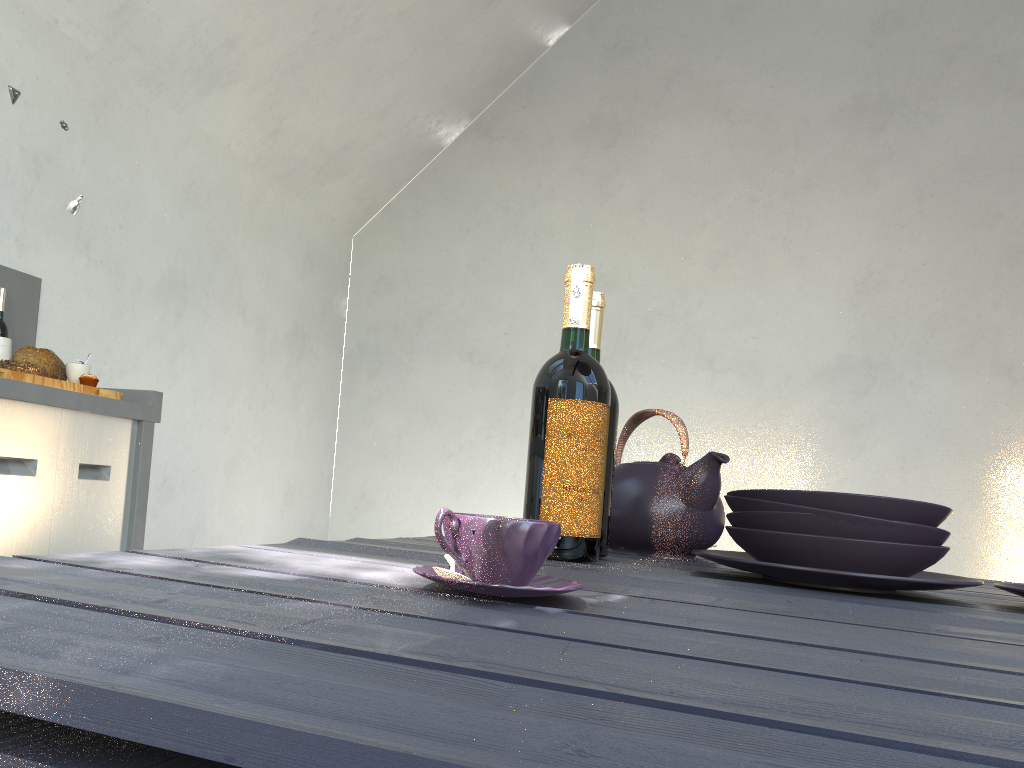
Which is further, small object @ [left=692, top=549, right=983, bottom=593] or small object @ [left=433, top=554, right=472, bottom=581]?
small object @ [left=692, top=549, right=983, bottom=593]

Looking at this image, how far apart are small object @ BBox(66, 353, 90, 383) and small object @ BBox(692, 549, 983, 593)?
2.1 meters

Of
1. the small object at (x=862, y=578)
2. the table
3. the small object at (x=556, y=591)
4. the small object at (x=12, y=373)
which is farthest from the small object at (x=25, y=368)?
the small object at (x=556, y=591)

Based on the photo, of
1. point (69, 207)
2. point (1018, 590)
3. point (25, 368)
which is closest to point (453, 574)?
point (1018, 590)

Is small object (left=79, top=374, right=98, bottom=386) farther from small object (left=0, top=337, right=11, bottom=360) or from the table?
the table

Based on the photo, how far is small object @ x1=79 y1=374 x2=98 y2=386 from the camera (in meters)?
2.55

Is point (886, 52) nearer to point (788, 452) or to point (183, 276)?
point (788, 452)

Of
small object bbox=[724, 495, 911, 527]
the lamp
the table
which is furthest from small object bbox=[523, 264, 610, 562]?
the lamp

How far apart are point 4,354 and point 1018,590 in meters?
2.5 m

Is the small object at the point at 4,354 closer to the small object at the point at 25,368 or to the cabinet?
the small object at the point at 25,368
